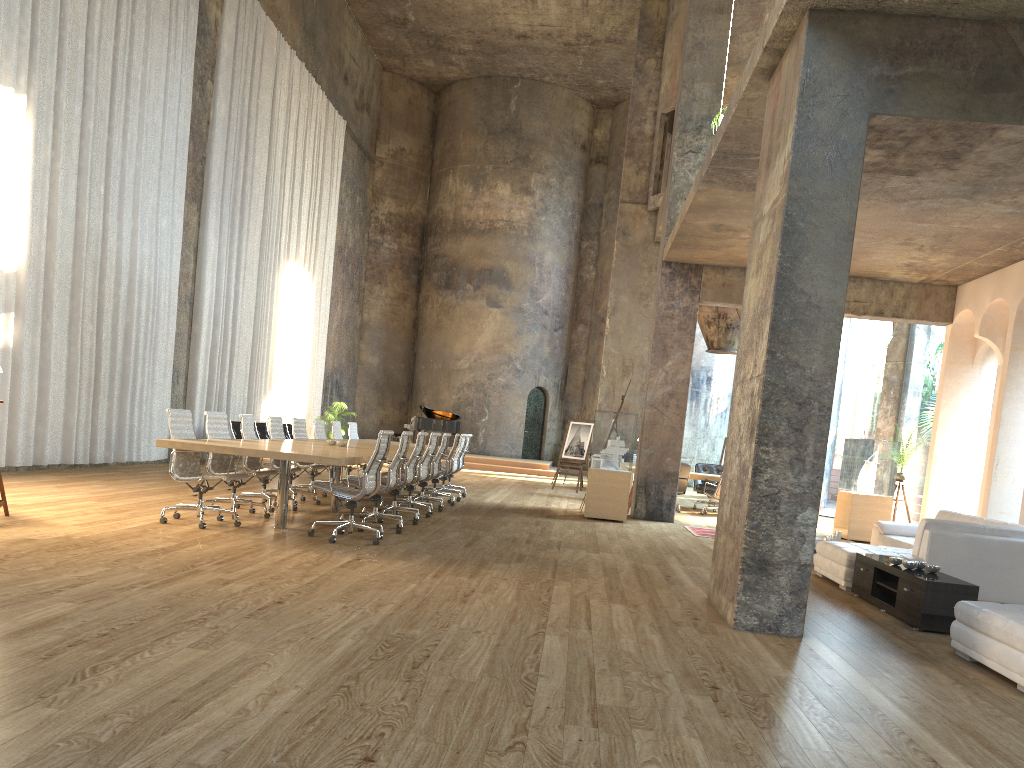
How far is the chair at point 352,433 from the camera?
14.2m

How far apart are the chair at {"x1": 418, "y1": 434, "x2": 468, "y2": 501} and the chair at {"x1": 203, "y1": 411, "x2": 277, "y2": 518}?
4.5 meters

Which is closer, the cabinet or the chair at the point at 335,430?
the cabinet

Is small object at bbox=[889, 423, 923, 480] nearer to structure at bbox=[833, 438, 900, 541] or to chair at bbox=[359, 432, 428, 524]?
structure at bbox=[833, 438, 900, 541]

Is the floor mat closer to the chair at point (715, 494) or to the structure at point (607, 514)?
the structure at point (607, 514)

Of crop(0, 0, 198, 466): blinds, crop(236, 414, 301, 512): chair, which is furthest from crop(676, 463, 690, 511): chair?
crop(0, 0, 198, 466): blinds

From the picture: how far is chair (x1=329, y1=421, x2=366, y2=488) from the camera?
13.2 meters

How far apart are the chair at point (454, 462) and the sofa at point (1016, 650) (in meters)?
8.43

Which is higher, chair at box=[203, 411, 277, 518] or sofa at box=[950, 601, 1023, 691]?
chair at box=[203, 411, 277, 518]

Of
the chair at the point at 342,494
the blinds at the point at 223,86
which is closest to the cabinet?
the chair at the point at 342,494
